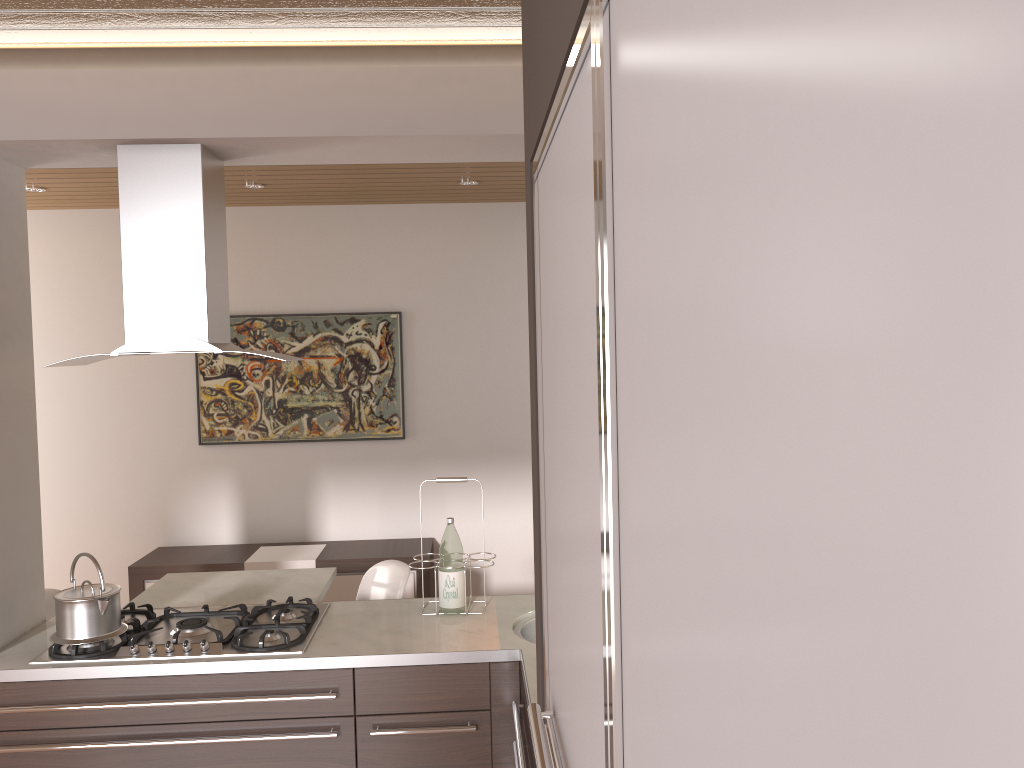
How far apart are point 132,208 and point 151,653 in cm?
133

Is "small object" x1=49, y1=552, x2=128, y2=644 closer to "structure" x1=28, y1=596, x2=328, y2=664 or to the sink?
"structure" x1=28, y1=596, x2=328, y2=664

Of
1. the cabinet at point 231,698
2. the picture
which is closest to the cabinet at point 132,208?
the cabinet at point 231,698

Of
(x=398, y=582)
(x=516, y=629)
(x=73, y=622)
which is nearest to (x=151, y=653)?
(x=73, y=622)

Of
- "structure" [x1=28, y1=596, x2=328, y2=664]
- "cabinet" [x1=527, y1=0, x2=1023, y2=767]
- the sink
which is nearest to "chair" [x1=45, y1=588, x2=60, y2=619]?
"structure" [x1=28, y1=596, x2=328, y2=664]

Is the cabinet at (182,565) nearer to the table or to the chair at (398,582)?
the table

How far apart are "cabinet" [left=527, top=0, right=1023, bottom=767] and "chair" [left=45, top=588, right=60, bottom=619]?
3.1 meters

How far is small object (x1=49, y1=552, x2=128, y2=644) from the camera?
A: 2.6m

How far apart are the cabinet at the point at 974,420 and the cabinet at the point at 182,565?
4.0m

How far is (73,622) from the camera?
2.63m
